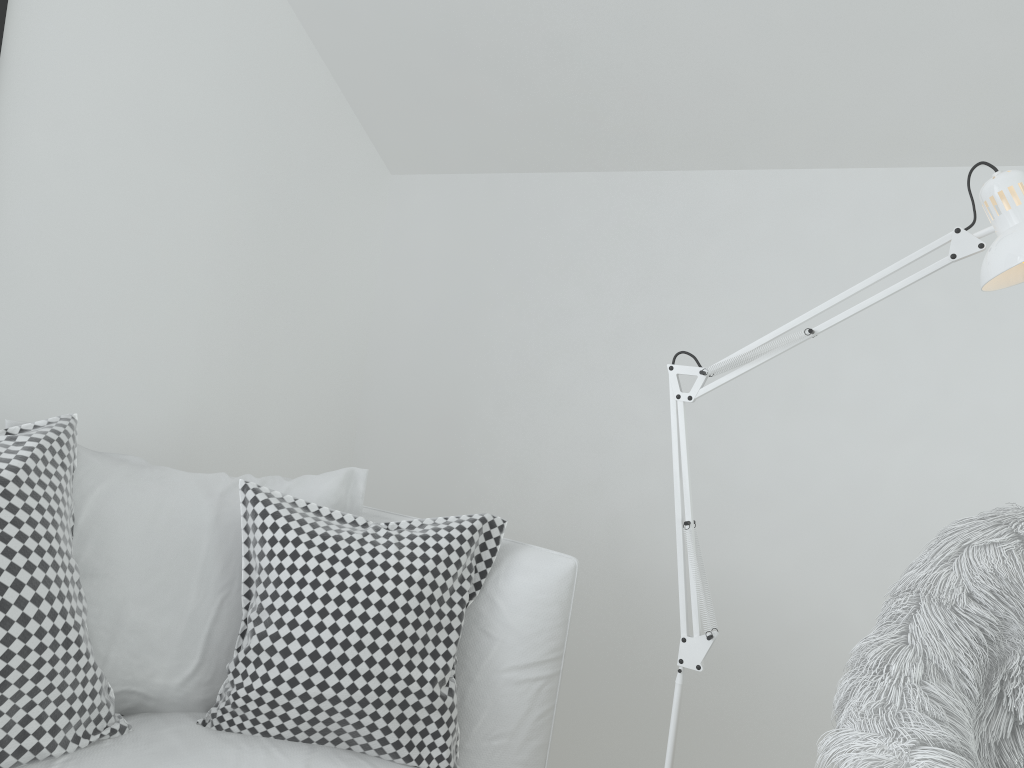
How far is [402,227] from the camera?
2.6m

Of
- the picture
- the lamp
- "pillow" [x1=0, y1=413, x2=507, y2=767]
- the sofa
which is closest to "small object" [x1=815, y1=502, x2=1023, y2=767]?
the lamp

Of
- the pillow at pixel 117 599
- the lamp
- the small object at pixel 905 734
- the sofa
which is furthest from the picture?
the small object at pixel 905 734

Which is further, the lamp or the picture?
the picture

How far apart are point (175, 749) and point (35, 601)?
0.29m

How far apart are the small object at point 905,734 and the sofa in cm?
47

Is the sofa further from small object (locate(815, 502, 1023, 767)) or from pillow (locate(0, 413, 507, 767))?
small object (locate(815, 502, 1023, 767))

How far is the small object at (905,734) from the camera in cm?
100

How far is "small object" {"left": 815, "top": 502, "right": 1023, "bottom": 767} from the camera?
1.0m

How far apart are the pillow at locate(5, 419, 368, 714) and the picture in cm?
77
